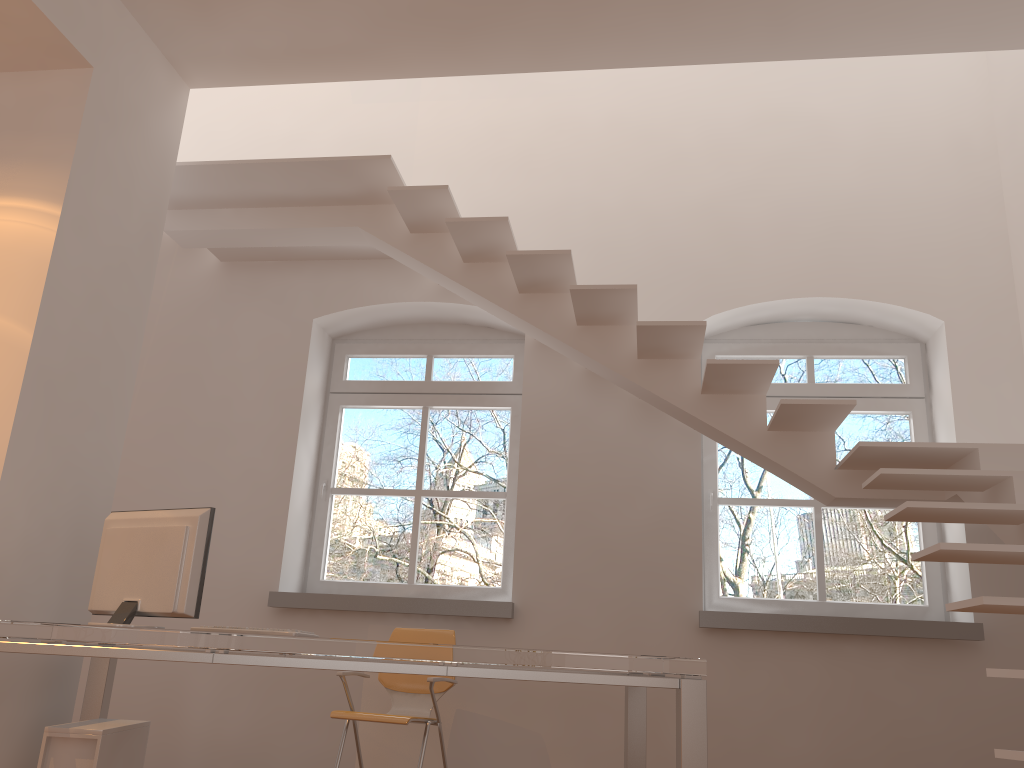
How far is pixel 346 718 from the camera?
3.8 meters

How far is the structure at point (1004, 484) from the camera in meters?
3.3 m

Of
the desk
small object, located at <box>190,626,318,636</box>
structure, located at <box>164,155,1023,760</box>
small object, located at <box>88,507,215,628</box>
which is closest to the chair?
the desk

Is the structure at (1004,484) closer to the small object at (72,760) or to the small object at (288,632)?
the small object at (288,632)

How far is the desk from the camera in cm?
262

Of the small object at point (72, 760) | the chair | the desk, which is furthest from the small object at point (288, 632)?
the chair

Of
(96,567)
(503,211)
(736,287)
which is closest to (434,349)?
(503,211)

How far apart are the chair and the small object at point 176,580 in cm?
112

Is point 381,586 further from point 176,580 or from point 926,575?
point 926,575

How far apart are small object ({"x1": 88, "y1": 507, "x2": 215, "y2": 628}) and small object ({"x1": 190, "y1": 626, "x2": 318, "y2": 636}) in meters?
0.4
